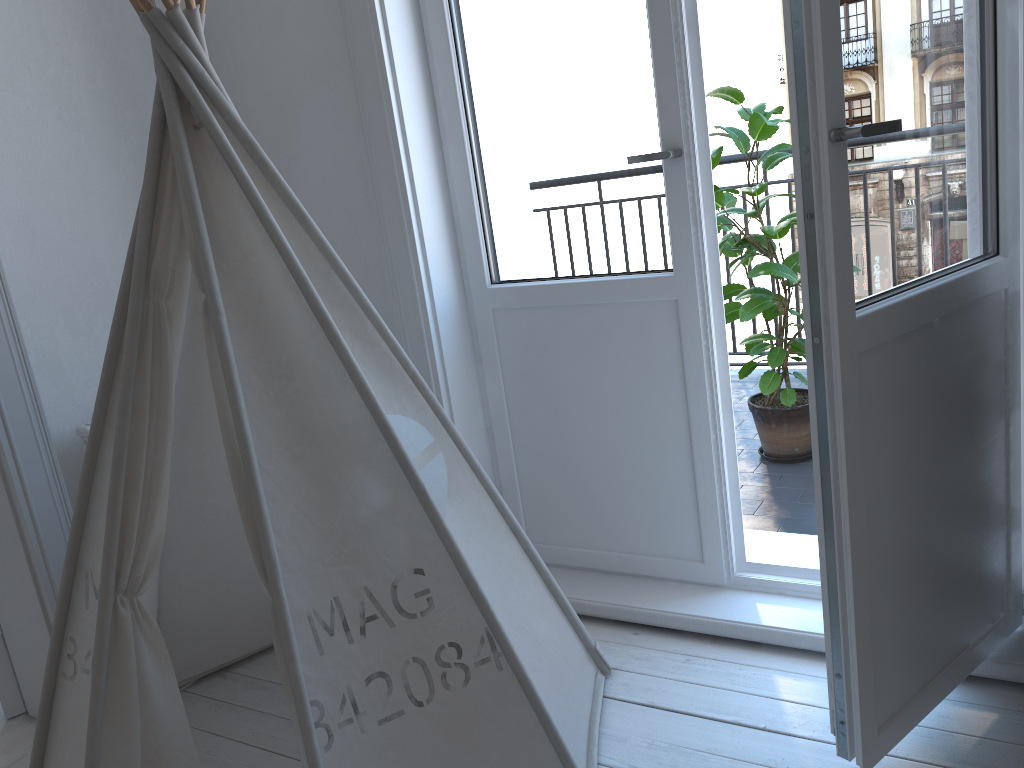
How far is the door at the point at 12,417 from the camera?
1.88m

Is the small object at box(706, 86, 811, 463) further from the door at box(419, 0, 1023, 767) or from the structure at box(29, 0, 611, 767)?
the structure at box(29, 0, 611, 767)

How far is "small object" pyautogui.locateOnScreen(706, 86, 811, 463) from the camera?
2.78m

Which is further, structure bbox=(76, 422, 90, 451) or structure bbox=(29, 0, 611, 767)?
structure bbox=(76, 422, 90, 451)

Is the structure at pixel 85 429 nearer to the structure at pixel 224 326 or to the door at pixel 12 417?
the door at pixel 12 417

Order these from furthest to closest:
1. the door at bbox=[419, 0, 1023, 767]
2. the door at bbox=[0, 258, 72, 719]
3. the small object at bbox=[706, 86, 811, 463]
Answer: the small object at bbox=[706, 86, 811, 463] < the door at bbox=[0, 258, 72, 719] < the door at bbox=[419, 0, 1023, 767]

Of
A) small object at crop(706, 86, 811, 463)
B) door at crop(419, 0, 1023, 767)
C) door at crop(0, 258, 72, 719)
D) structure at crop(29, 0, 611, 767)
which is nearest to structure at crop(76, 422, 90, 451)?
door at crop(0, 258, 72, 719)

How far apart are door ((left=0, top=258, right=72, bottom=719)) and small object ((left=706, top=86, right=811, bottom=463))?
2.0 meters

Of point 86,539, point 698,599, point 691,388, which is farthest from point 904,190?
point 86,539

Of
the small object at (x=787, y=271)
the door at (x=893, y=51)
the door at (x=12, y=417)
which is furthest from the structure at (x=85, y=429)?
the small object at (x=787, y=271)
